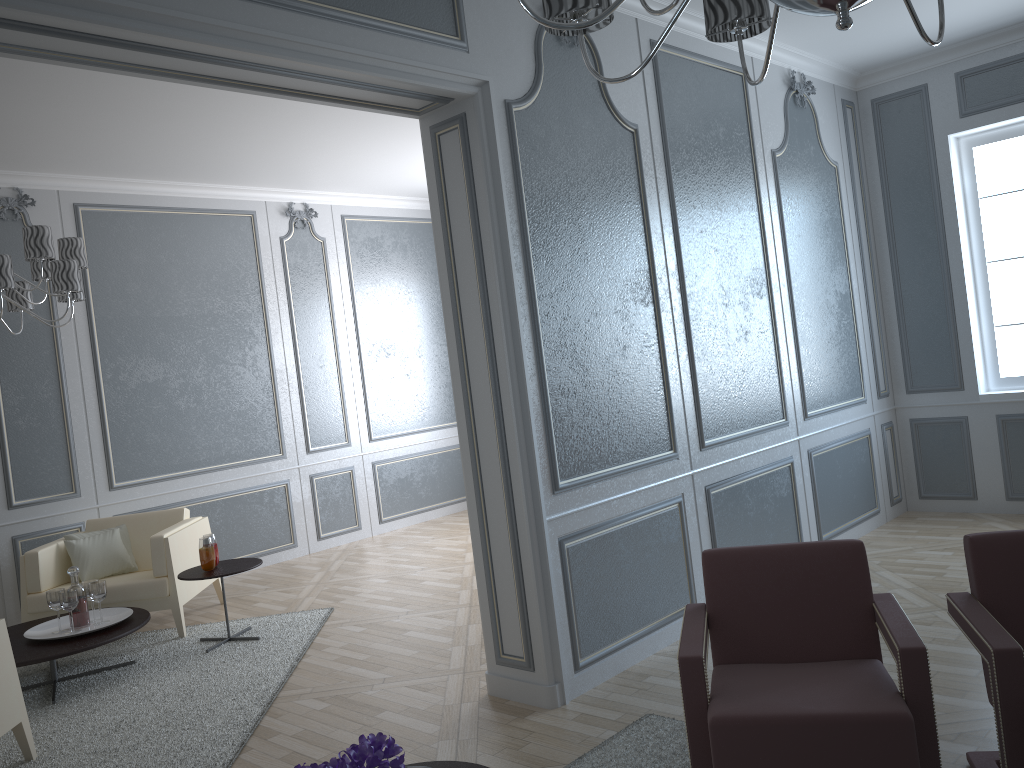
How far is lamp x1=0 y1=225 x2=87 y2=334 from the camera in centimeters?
374cm

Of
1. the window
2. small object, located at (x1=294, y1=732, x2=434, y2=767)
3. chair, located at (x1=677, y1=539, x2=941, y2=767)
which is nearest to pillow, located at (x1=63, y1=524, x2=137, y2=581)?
chair, located at (x1=677, y1=539, x2=941, y2=767)

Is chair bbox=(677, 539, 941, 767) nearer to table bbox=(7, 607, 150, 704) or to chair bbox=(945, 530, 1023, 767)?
chair bbox=(945, 530, 1023, 767)

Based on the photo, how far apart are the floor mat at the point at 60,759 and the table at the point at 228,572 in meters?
0.0

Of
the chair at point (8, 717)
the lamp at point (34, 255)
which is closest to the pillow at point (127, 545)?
the lamp at point (34, 255)

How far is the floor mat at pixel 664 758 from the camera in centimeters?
265cm

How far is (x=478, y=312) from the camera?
3.2m

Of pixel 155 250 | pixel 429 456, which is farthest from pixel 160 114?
pixel 429 456

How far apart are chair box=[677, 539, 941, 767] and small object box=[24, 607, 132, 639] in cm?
297

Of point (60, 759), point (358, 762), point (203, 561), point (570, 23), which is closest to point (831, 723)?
point (358, 762)
